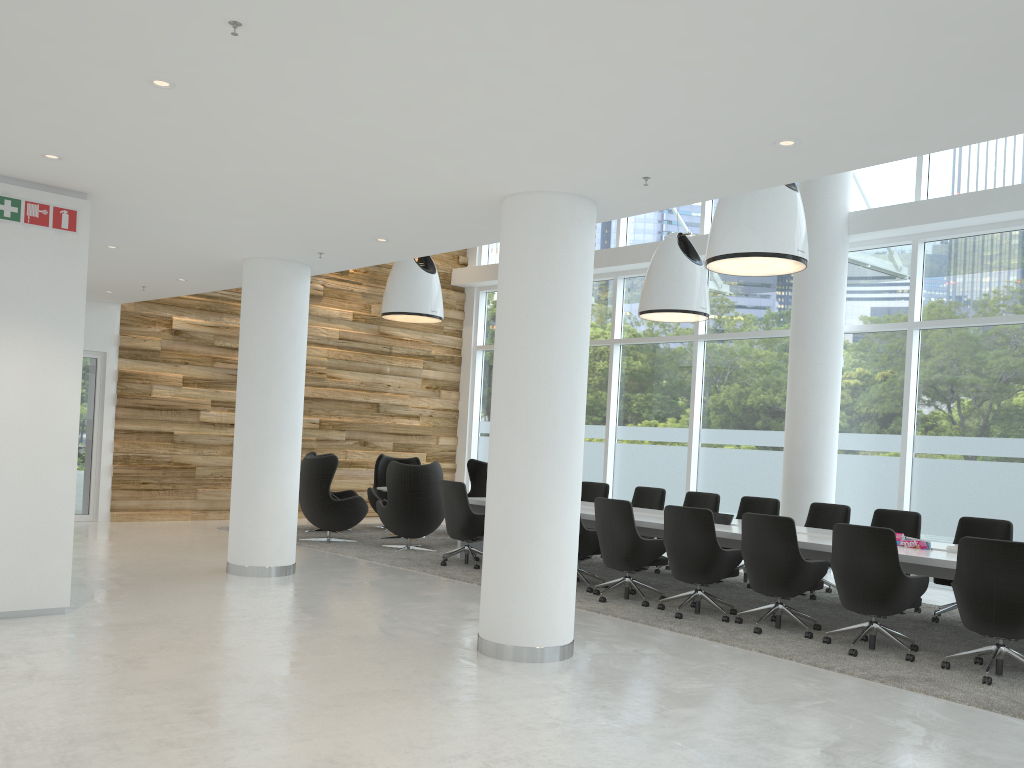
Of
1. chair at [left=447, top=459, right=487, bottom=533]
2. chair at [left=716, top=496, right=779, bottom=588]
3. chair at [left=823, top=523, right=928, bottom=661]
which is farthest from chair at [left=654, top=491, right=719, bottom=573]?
chair at [left=447, top=459, right=487, bottom=533]

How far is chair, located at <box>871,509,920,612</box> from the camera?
8.7m

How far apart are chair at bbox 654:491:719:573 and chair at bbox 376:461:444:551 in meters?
3.0 m

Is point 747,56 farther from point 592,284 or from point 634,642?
point 634,642

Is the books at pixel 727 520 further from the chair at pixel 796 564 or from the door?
the door

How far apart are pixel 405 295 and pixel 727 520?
5.51m

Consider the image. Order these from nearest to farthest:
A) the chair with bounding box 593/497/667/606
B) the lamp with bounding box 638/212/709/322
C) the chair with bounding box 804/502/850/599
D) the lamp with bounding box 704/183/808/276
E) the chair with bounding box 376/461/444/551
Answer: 1. the lamp with bounding box 704/183/808/276
2. the chair with bounding box 593/497/667/606
3. the chair with bounding box 804/502/850/599
4. the lamp with bounding box 638/212/709/322
5. the chair with bounding box 376/461/444/551

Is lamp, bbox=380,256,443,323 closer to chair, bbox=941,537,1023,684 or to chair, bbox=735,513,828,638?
chair, bbox=735,513,828,638

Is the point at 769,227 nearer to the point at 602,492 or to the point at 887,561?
the point at 887,561

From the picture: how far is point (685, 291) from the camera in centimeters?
1054cm
